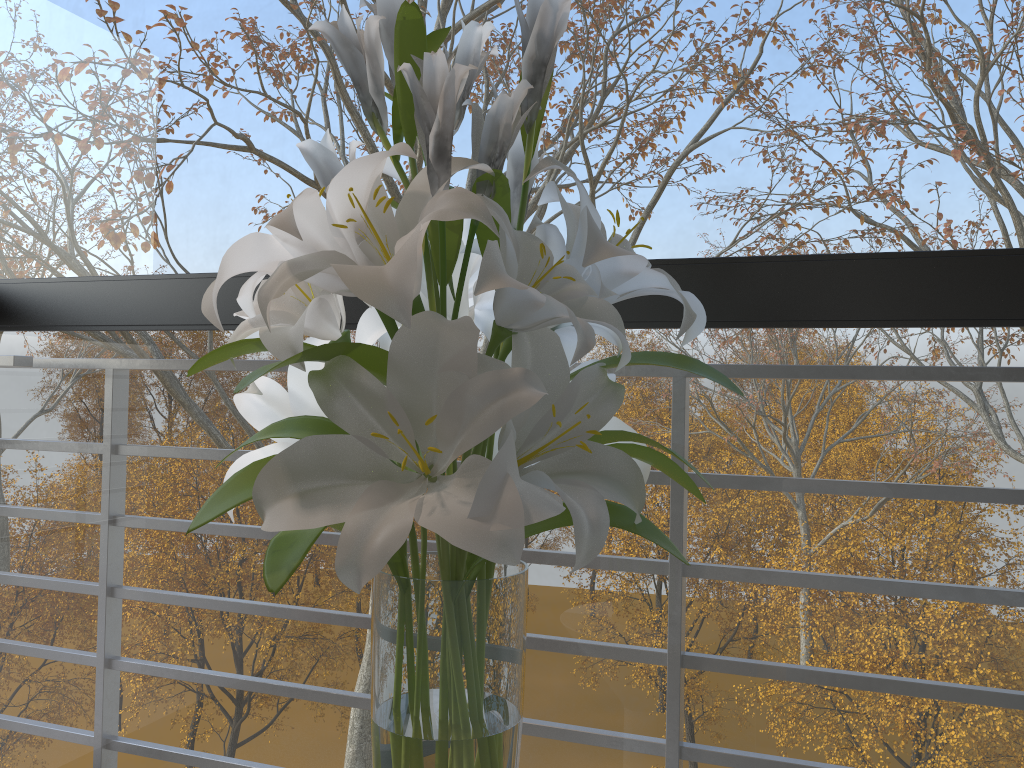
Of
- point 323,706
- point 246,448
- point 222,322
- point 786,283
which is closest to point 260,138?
point 222,322

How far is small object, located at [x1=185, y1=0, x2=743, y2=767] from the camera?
0.6 meters

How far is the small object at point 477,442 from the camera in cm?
63

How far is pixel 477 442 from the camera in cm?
63

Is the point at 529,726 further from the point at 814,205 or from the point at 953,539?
the point at 953,539
